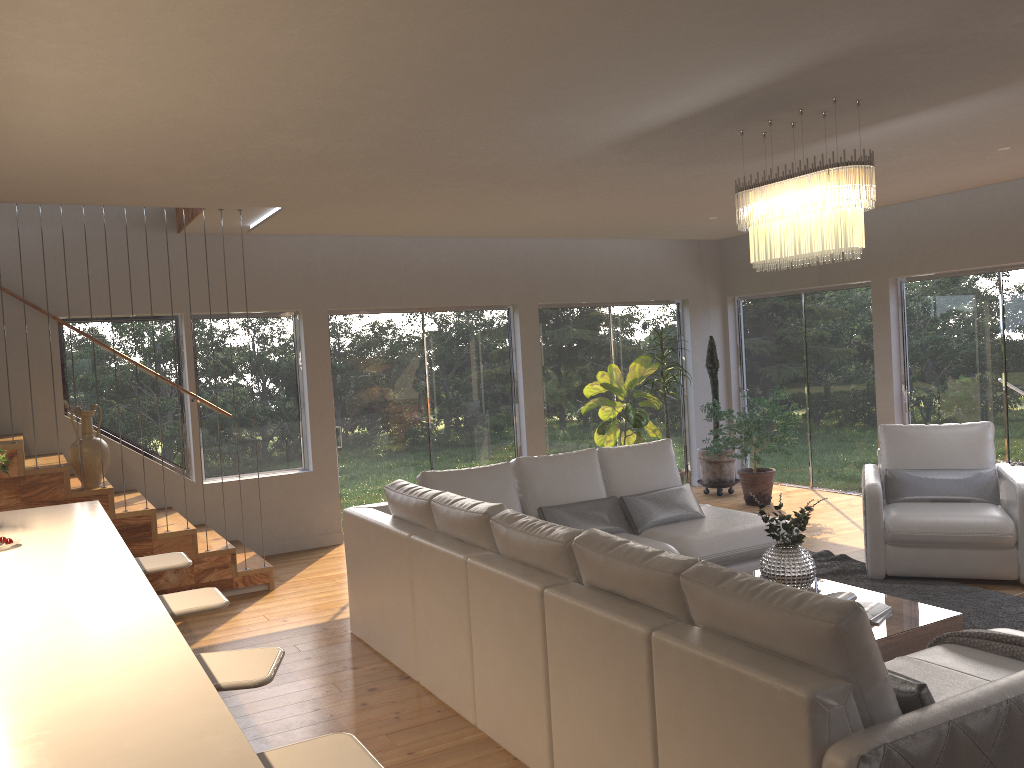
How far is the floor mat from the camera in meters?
4.9 m

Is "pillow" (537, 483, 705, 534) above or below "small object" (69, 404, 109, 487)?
below

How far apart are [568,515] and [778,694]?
3.29m

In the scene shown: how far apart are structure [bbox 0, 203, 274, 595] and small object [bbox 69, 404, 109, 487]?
0.0 meters

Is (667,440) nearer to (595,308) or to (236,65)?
(595,308)

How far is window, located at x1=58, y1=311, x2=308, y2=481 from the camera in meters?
7.3 m

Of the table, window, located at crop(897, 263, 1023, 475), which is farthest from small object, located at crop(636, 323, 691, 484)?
the table

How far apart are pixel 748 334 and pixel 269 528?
5.69m

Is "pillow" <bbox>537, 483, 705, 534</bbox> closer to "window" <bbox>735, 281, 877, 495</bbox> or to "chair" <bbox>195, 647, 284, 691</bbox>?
"chair" <bbox>195, 647, 284, 691</bbox>

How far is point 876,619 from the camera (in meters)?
4.10
